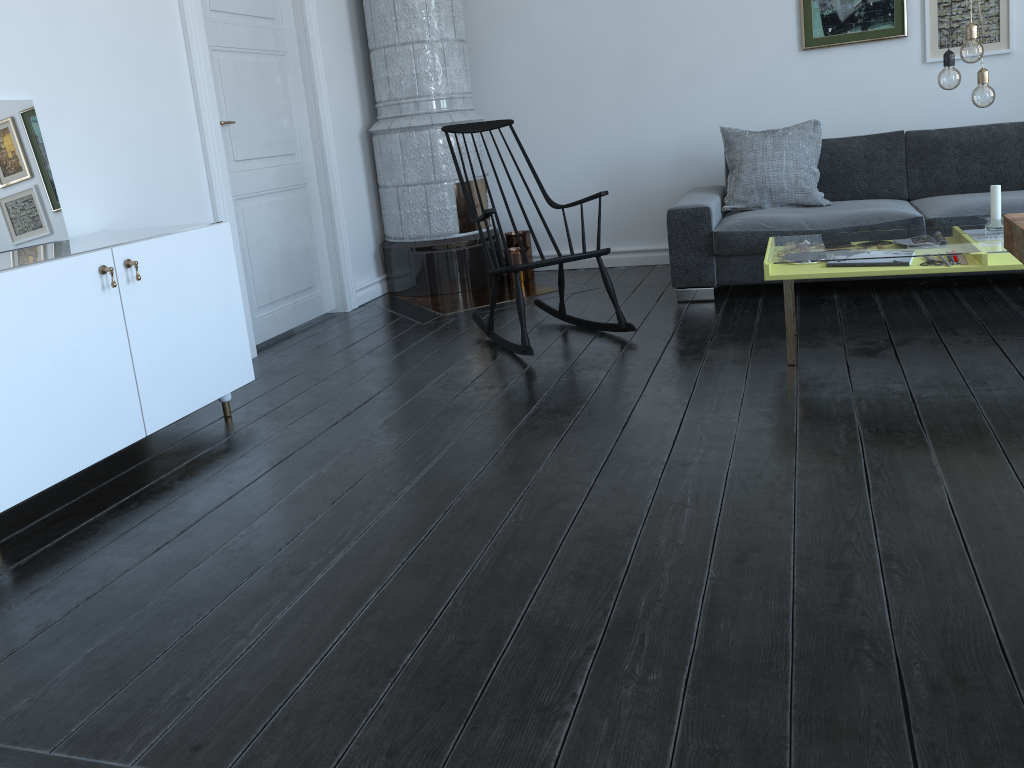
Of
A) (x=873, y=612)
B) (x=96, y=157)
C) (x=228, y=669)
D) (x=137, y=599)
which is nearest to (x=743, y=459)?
(x=873, y=612)

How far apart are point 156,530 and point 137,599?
0.39m

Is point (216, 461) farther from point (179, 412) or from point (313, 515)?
point (313, 515)

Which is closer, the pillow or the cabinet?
the cabinet

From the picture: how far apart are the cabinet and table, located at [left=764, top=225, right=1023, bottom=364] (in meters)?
1.93

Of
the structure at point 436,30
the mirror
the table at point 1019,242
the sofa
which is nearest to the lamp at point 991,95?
the sofa

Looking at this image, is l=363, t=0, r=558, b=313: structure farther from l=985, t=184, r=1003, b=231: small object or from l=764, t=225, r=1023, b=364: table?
l=985, t=184, r=1003, b=231: small object

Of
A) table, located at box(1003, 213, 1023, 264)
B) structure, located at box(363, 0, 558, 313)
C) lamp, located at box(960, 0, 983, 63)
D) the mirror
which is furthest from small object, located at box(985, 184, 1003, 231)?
the mirror

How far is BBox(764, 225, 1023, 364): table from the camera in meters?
3.0

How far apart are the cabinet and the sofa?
2.13m
